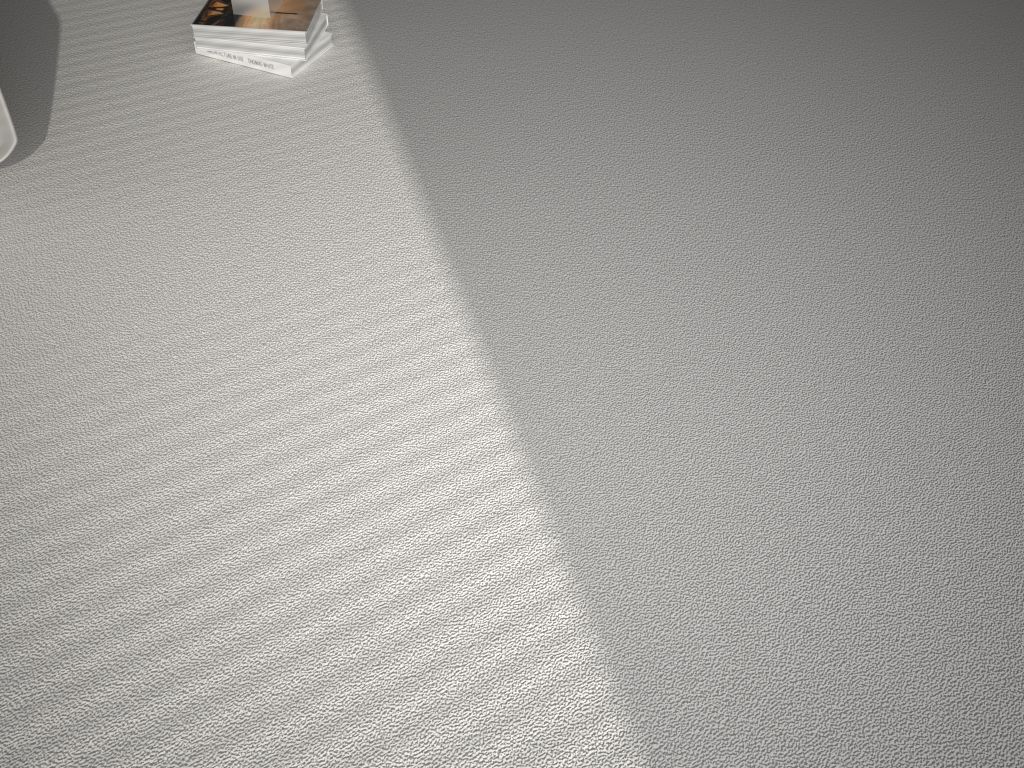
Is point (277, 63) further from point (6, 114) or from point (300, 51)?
point (6, 114)

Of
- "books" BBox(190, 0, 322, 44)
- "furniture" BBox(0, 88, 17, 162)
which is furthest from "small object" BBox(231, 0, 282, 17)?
"furniture" BBox(0, 88, 17, 162)

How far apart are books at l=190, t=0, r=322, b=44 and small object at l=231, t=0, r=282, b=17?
0.01m

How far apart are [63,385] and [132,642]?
0.5 meters

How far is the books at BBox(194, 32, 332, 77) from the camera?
2.0 meters

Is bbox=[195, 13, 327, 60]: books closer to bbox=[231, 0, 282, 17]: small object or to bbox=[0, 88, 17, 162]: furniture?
bbox=[231, 0, 282, 17]: small object

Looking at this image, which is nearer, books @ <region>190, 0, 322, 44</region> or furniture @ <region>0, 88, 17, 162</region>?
furniture @ <region>0, 88, 17, 162</region>

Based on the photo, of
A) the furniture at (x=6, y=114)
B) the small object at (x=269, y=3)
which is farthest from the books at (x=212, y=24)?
the furniture at (x=6, y=114)

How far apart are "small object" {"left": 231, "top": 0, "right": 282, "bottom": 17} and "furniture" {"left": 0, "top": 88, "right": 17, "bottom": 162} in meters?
0.7 m

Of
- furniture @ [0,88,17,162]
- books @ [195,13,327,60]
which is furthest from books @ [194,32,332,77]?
furniture @ [0,88,17,162]
